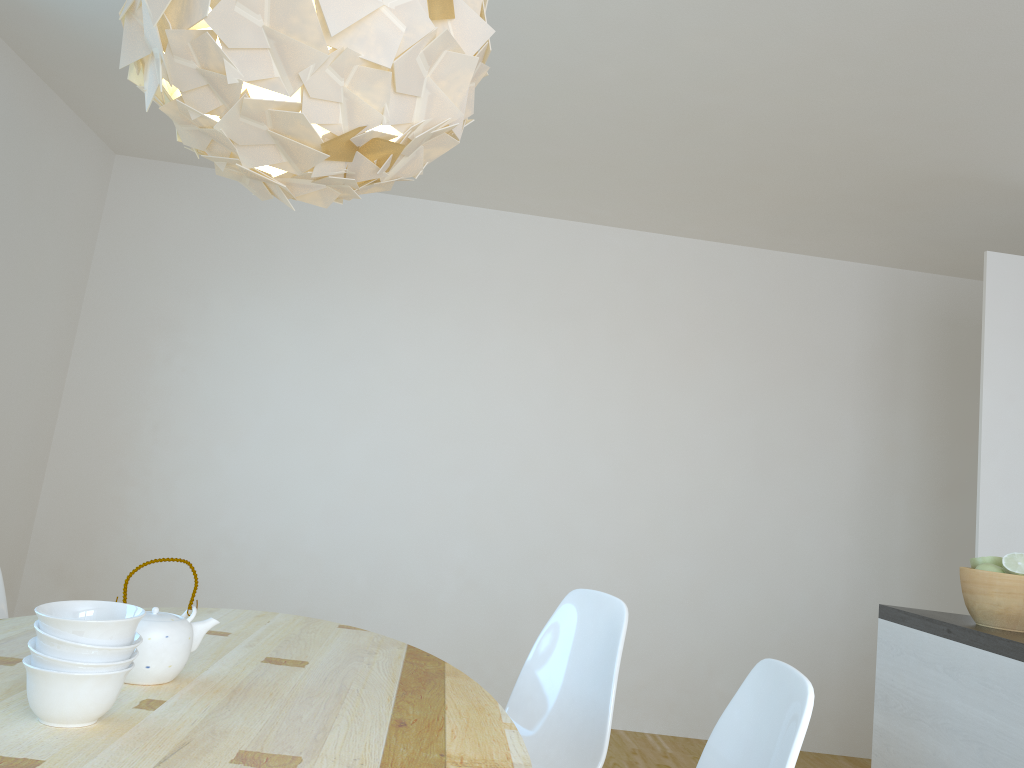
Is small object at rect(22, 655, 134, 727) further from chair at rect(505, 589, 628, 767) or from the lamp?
chair at rect(505, 589, 628, 767)

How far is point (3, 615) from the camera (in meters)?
2.44

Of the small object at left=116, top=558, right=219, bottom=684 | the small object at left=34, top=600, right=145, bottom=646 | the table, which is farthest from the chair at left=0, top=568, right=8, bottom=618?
the small object at left=34, top=600, right=145, bottom=646

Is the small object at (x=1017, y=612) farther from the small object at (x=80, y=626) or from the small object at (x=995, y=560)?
the small object at (x=80, y=626)

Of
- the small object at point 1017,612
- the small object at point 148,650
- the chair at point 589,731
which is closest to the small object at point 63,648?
the small object at point 148,650

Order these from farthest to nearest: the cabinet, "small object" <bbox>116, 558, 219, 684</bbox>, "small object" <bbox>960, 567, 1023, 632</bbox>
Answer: "small object" <bbox>960, 567, 1023, 632</bbox> < the cabinet < "small object" <bbox>116, 558, 219, 684</bbox>

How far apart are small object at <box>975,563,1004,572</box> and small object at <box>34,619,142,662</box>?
2.1 meters

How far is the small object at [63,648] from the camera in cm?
126

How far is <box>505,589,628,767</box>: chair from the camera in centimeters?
226cm

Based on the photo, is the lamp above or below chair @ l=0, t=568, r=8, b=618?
above
